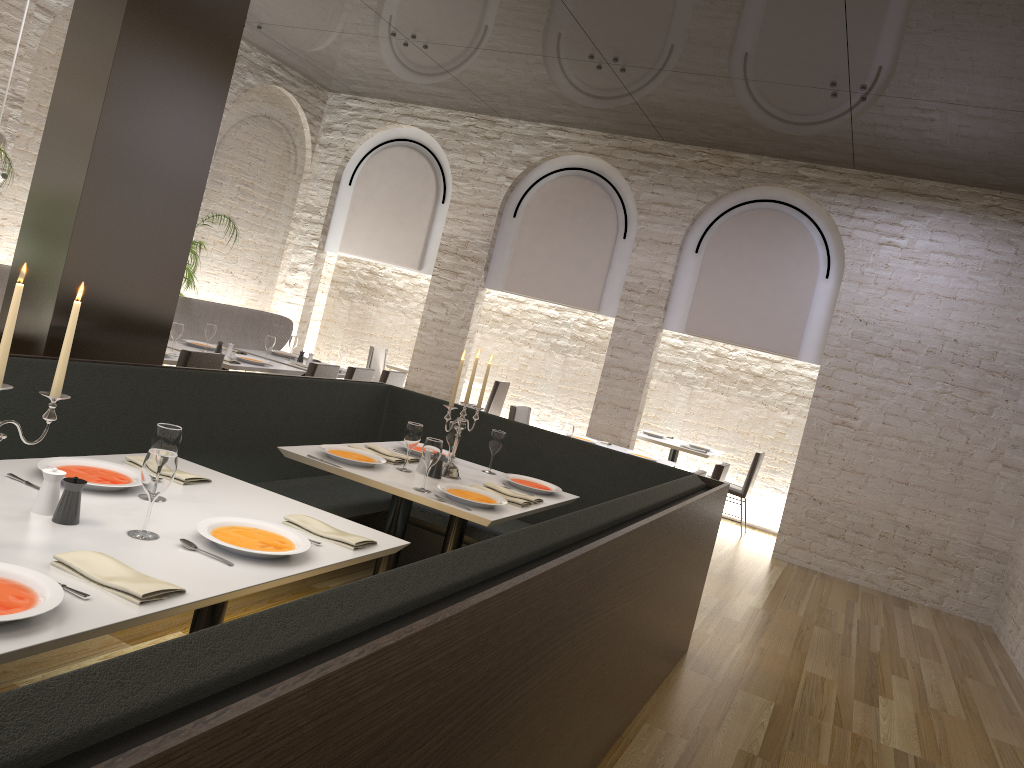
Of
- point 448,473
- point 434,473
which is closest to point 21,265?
point 434,473

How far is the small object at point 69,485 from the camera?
2.3m

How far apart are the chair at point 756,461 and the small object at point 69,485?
8.0 meters

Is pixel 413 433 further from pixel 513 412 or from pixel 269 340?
pixel 269 340

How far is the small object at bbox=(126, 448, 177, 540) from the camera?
2.3m

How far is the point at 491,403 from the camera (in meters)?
10.59

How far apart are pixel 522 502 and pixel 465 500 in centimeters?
36cm

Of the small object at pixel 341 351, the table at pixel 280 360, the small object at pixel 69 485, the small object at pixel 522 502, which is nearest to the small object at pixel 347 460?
the small object at pixel 522 502

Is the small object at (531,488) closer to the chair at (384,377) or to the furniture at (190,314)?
the chair at (384,377)

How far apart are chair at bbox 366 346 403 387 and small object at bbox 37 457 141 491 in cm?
837
